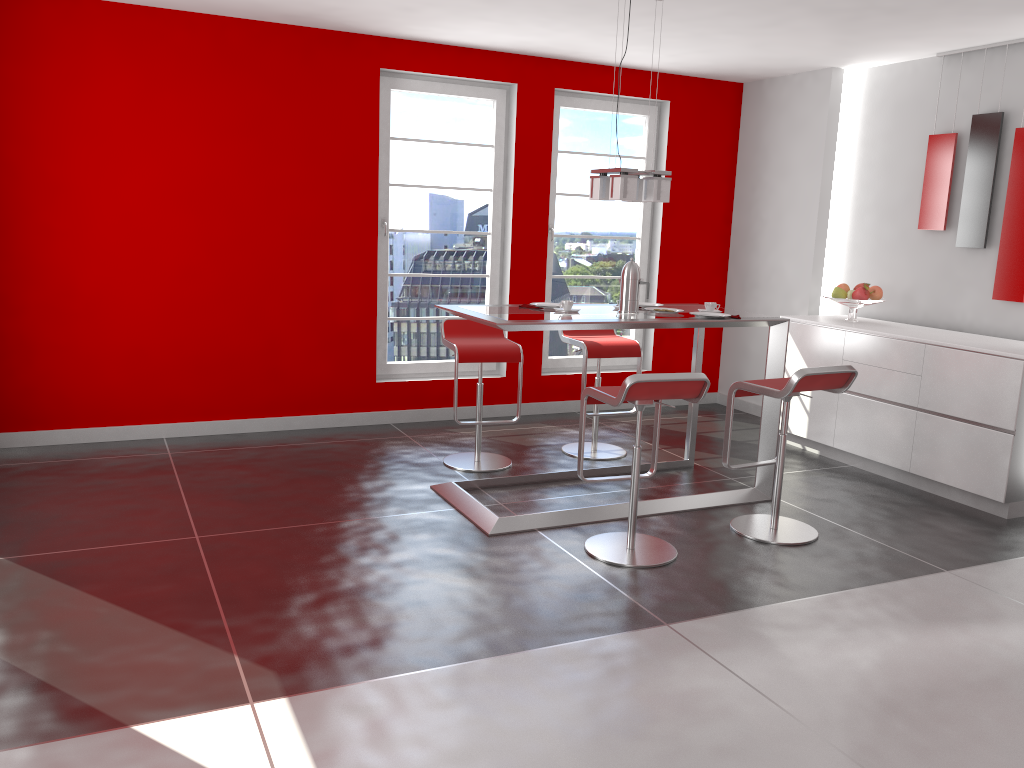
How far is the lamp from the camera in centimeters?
440cm

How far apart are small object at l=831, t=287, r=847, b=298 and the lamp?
1.9m

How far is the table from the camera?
4.2m

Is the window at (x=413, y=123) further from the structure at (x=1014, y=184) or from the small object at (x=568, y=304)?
the structure at (x=1014, y=184)

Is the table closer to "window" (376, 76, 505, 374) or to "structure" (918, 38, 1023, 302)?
"structure" (918, 38, 1023, 302)

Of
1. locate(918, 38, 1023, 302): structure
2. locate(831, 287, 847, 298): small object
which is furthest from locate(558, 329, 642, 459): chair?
locate(918, 38, 1023, 302): structure

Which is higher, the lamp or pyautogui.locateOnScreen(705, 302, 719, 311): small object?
the lamp

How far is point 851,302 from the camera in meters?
5.8 m

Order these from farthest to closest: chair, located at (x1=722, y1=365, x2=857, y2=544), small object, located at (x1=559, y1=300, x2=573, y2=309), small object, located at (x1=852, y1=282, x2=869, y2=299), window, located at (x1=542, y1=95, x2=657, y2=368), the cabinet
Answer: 1. window, located at (x1=542, y1=95, x2=657, y2=368)
2. small object, located at (x1=852, y1=282, x2=869, y2=299)
3. the cabinet
4. small object, located at (x1=559, y1=300, x2=573, y2=309)
5. chair, located at (x1=722, y1=365, x2=857, y2=544)

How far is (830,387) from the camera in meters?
4.2 m
